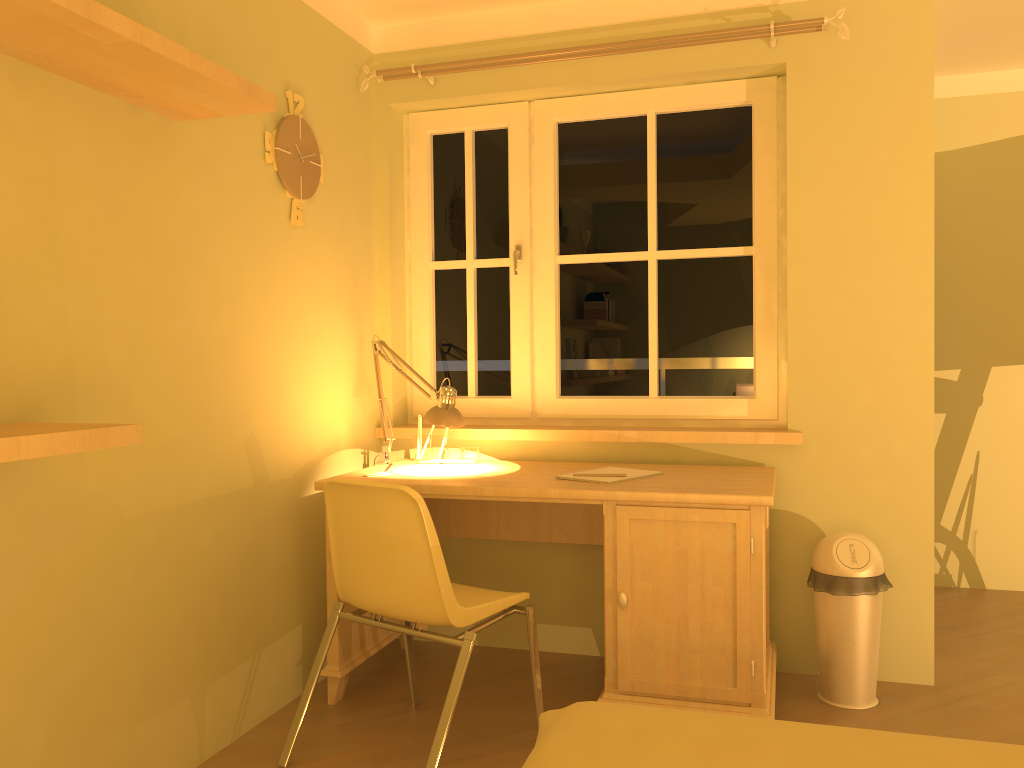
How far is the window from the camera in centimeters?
322cm

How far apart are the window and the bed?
1.7m

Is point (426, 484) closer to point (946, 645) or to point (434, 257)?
point (434, 257)

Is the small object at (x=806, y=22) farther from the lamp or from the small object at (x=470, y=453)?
the small object at (x=470, y=453)

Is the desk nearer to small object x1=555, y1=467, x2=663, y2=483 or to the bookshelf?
small object x1=555, y1=467, x2=663, y2=483

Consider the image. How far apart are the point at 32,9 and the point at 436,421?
1.7m

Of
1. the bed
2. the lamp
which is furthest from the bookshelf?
the lamp

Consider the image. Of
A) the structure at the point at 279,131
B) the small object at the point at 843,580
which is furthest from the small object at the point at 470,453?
the small object at the point at 843,580

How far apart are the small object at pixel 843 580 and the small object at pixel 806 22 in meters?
1.6 m

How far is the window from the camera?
3.2m
